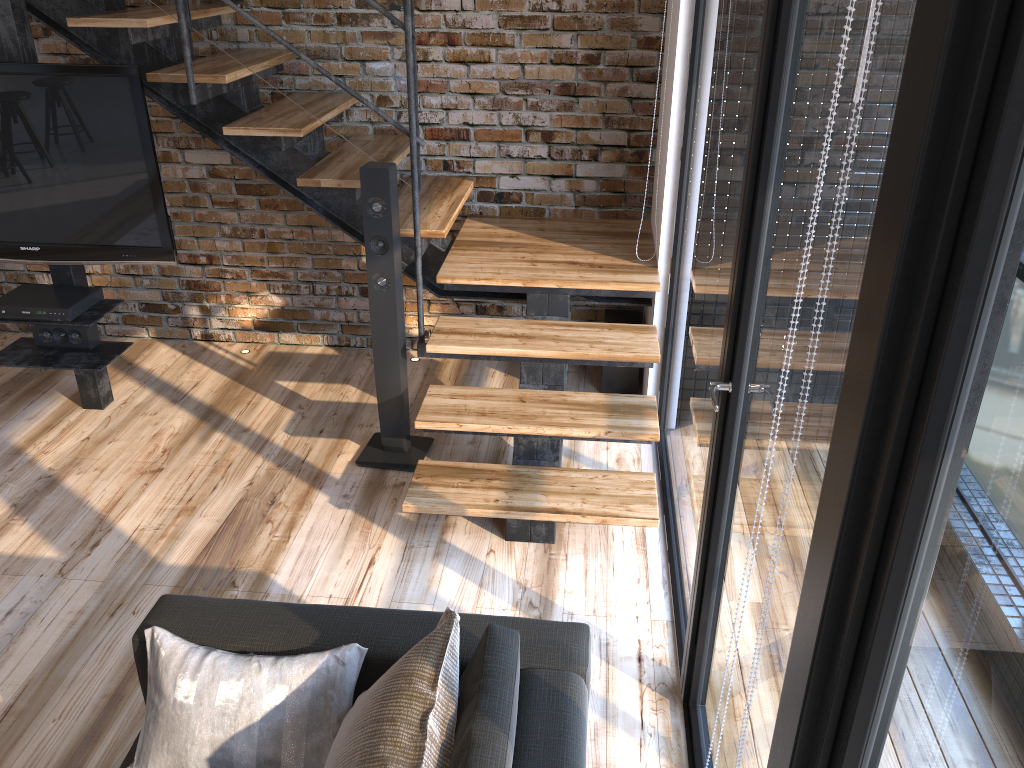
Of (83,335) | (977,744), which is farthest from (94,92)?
(977,744)

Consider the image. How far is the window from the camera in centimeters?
75cm

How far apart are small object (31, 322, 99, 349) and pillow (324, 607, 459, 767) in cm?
267

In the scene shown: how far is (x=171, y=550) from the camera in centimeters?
312cm

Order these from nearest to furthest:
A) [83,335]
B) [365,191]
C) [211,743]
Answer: [211,743] → [365,191] → [83,335]

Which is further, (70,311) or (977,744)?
(70,311)

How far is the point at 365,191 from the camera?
3.2m

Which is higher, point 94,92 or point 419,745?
point 94,92

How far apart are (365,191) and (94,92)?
1.1m

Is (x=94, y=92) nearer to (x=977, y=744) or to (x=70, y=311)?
(x=70, y=311)
